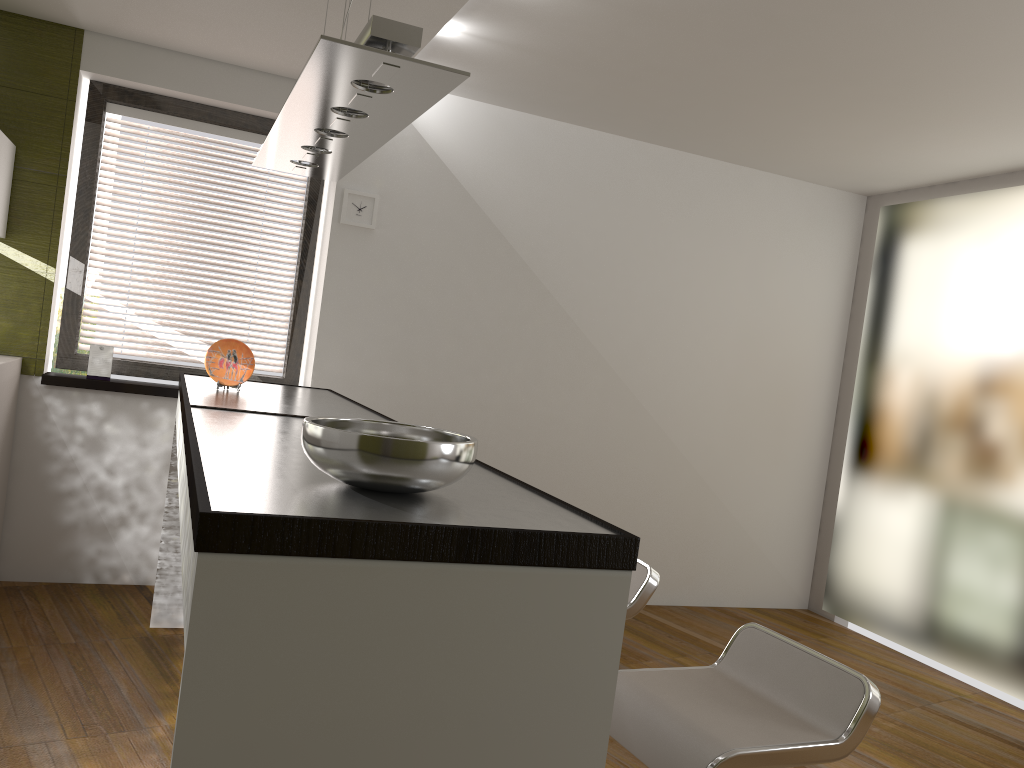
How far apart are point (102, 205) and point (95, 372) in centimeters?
86cm

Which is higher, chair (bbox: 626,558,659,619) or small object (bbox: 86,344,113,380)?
small object (bbox: 86,344,113,380)

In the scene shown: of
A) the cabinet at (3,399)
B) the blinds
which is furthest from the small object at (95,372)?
the cabinet at (3,399)

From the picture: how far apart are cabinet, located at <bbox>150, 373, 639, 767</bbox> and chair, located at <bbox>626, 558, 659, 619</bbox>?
0.7 meters

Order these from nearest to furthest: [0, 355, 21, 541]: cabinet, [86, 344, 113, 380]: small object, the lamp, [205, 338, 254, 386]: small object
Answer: the lamp → [205, 338, 254, 386]: small object → [0, 355, 21, 541]: cabinet → [86, 344, 113, 380]: small object

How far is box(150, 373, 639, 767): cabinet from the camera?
1.2 meters

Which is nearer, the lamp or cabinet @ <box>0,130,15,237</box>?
the lamp

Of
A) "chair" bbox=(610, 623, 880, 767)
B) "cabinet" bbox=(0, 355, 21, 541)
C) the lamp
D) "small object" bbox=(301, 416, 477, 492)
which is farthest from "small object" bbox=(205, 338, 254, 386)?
"chair" bbox=(610, 623, 880, 767)

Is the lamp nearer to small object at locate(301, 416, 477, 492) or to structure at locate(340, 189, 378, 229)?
small object at locate(301, 416, 477, 492)

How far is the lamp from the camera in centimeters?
191cm
